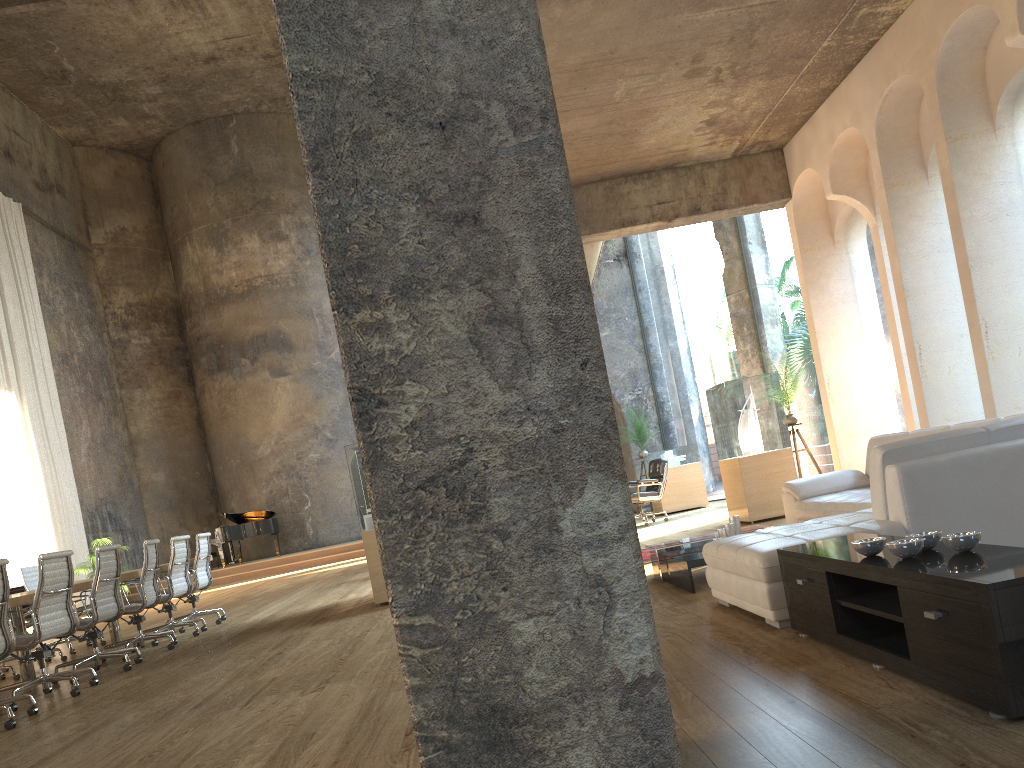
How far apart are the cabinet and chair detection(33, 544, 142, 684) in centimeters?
536cm

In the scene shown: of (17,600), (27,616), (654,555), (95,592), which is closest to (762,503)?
(654,555)

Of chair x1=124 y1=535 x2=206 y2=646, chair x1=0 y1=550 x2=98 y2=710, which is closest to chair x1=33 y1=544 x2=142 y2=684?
chair x1=0 y1=550 x2=98 y2=710

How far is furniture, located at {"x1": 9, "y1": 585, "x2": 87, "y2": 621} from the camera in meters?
13.1 m

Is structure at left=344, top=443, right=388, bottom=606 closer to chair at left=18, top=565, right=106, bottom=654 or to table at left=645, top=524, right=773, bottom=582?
table at left=645, top=524, right=773, bottom=582

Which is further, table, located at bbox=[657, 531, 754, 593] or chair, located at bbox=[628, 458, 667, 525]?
chair, located at bbox=[628, 458, 667, 525]

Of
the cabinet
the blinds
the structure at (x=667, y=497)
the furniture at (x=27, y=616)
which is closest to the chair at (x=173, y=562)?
the furniture at (x=27, y=616)

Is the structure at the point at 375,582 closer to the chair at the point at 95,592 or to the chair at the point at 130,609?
the chair at the point at 130,609

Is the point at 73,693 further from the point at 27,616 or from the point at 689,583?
the point at 27,616

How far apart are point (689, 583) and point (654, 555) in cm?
78
